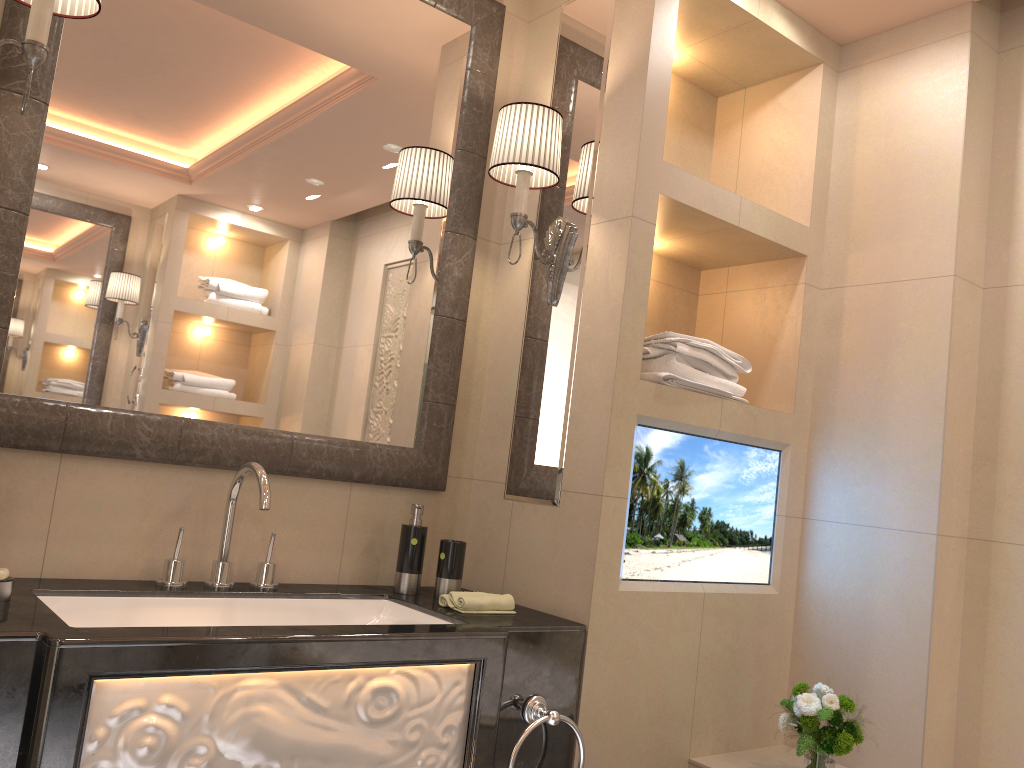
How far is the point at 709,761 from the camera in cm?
212

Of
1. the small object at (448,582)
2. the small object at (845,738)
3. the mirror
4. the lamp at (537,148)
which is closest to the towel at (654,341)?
the lamp at (537,148)

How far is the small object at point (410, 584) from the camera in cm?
206

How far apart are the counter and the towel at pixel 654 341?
0.6m

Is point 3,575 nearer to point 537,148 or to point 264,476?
point 264,476

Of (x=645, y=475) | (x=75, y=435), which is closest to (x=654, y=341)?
(x=645, y=475)

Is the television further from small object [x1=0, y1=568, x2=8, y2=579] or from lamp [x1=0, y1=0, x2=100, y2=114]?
lamp [x1=0, y1=0, x2=100, y2=114]

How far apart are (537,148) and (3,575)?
1.4 meters

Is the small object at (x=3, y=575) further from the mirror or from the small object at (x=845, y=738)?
the small object at (x=845, y=738)

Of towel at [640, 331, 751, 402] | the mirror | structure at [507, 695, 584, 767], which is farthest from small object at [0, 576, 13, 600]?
towel at [640, 331, 751, 402]
